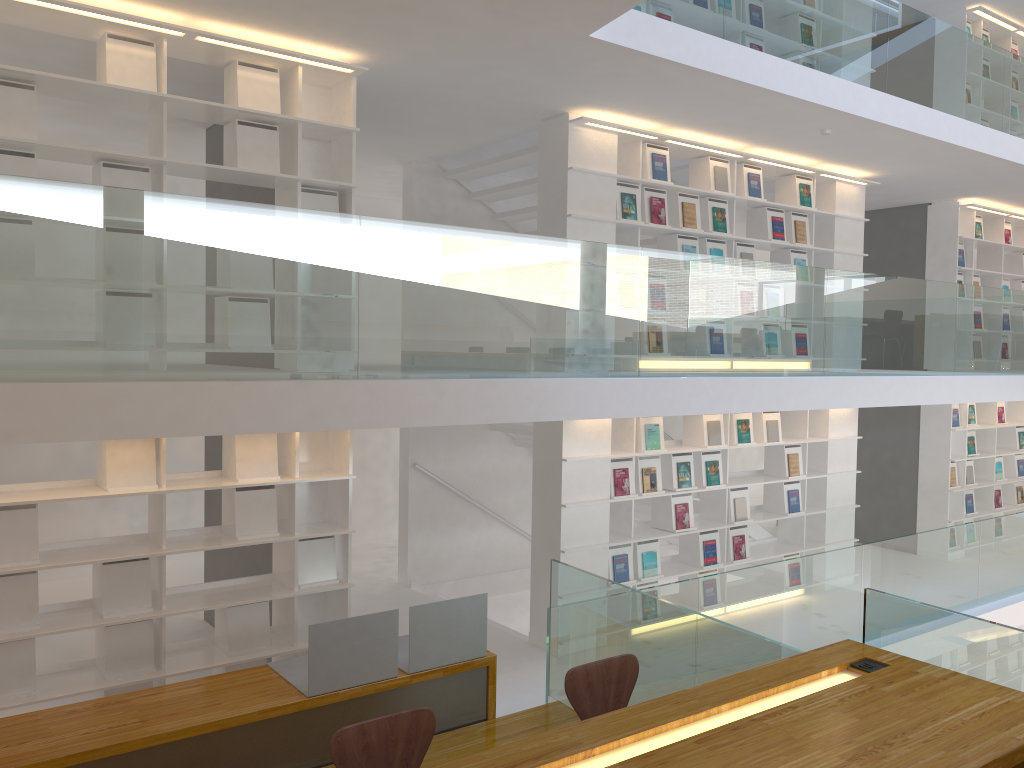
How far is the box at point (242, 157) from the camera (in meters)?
4.95

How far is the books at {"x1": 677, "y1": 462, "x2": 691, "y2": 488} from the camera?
7.06m

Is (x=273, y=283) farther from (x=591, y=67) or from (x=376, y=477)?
(x=376, y=477)

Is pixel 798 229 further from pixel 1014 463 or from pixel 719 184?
pixel 1014 463

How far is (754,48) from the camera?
5.7m

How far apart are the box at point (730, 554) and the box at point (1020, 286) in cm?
555

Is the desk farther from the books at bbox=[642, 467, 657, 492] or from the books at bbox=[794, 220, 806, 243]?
the books at bbox=[794, 220, 806, 243]

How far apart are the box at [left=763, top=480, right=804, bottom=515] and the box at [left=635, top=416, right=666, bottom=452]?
1.70m

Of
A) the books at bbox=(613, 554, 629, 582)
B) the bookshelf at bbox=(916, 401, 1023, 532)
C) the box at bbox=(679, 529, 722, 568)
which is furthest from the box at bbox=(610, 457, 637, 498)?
the bookshelf at bbox=(916, 401, 1023, 532)

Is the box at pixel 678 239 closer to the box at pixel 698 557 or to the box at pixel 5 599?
the box at pixel 698 557
